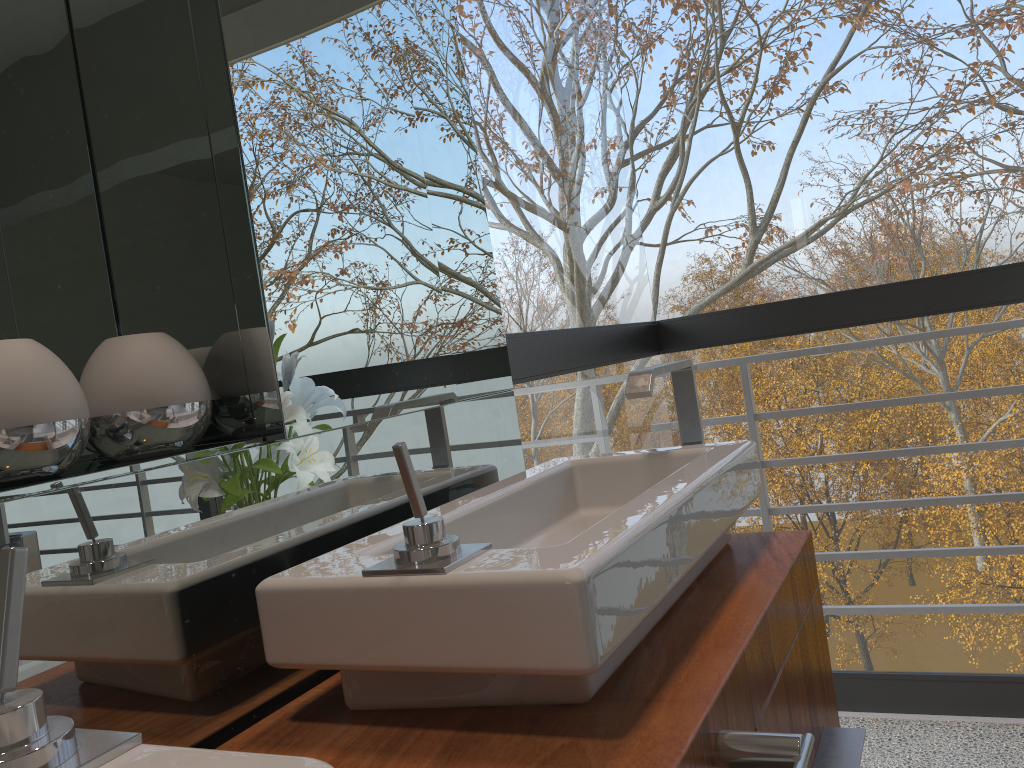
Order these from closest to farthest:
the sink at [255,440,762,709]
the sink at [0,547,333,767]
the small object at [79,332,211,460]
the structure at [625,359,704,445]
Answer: the sink at [0,547,333,767] → the sink at [255,440,762,709] → the small object at [79,332,211,460] → the structure at [625,359,704,445]

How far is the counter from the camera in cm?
75

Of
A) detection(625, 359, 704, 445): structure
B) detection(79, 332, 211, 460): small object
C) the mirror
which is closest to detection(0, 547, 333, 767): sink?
the mirror

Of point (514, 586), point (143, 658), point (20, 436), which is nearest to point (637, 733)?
point (514, 586)

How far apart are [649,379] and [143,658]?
0.8 meters

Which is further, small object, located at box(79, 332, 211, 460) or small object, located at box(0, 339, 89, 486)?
small object, located at box(79, 332, 211, 460)

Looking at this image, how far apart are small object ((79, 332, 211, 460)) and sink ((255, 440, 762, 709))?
0.2m

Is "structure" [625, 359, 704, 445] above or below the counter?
above

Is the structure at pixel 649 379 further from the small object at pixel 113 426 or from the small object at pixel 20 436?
the small object at pixel 20 436

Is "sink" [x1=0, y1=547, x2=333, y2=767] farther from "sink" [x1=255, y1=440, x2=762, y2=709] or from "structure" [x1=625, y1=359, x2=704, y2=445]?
"structure" [x1=625, y1=359, x2=704, y2=445]
